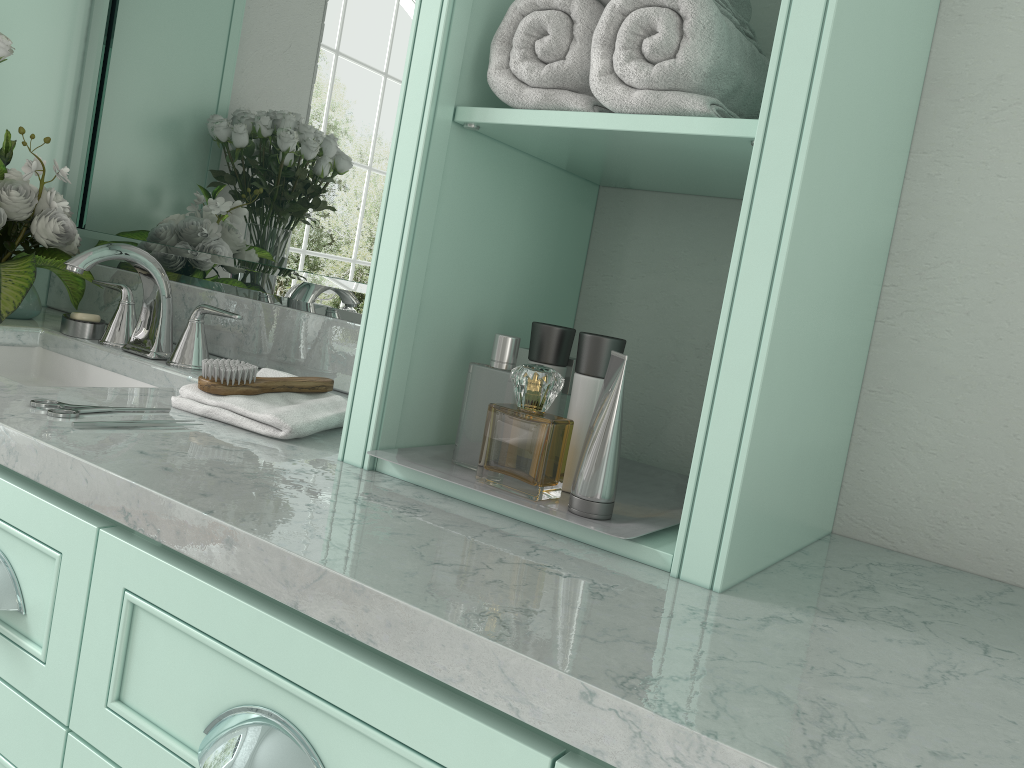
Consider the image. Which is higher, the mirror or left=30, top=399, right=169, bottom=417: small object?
the mirror

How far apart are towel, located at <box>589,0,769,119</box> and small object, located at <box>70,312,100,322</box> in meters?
1.3

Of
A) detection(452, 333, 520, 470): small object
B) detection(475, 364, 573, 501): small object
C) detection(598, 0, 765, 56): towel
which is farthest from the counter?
detection(475, 364, 573, 501): small object

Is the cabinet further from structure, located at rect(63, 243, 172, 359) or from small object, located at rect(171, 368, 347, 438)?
structure, located at rect(63, 243, 172, 359)

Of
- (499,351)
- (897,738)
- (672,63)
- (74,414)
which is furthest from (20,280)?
(897,738)

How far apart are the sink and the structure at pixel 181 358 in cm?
9

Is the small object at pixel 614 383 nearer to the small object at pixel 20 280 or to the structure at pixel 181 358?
the structure at pixel 181 358

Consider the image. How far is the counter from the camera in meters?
0.6 m

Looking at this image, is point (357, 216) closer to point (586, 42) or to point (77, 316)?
point (77, 316)

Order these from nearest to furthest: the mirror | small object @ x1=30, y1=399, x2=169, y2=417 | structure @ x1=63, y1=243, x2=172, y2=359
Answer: small object @ x1=30, y1=399, x2=169, y2=417 → structure @ x1=63, y1=243, x2=172, y2=359 → the mirror
